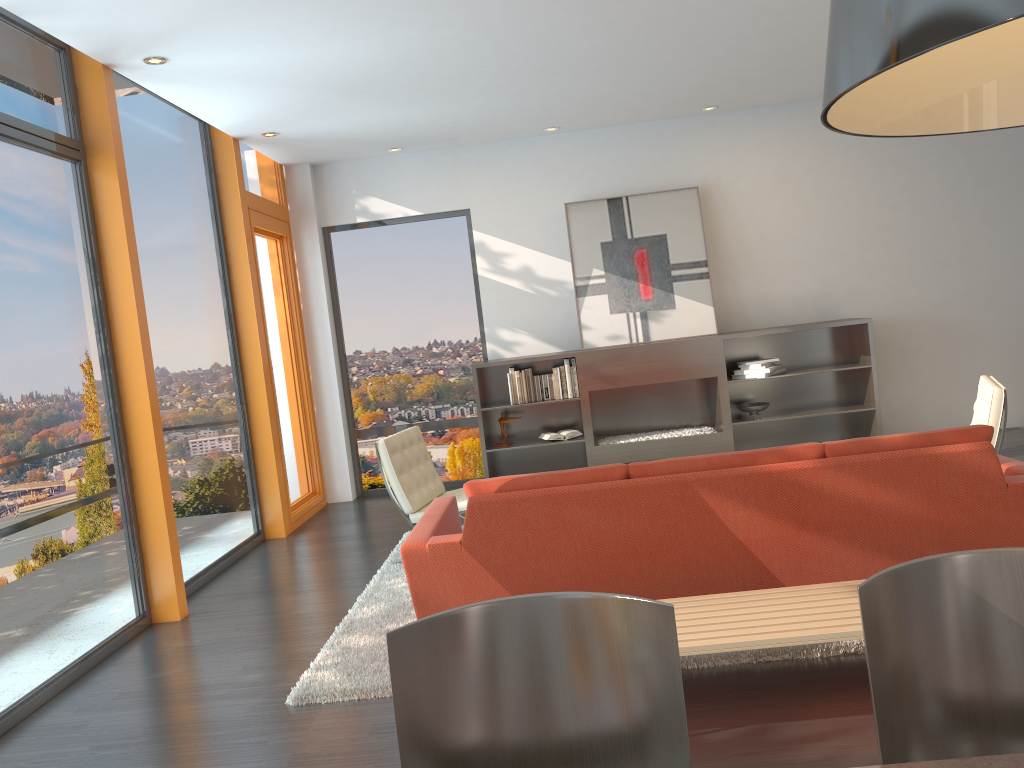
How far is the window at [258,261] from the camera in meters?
7.4

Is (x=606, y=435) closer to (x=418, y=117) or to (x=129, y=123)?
(x=418, y=117)

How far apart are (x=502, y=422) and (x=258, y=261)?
2.48m

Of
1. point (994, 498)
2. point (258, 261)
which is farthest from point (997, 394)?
point (258, 261)

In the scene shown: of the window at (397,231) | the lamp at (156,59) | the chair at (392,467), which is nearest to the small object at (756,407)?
the window at (397,231)

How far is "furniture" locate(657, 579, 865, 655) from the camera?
2.85m

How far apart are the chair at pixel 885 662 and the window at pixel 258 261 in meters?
6.2

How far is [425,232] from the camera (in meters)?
8.31

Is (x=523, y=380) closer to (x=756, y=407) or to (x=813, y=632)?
(x=756, y=407)

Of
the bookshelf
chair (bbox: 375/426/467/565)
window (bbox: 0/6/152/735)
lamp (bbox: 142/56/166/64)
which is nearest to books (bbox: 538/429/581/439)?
the bookshelf
